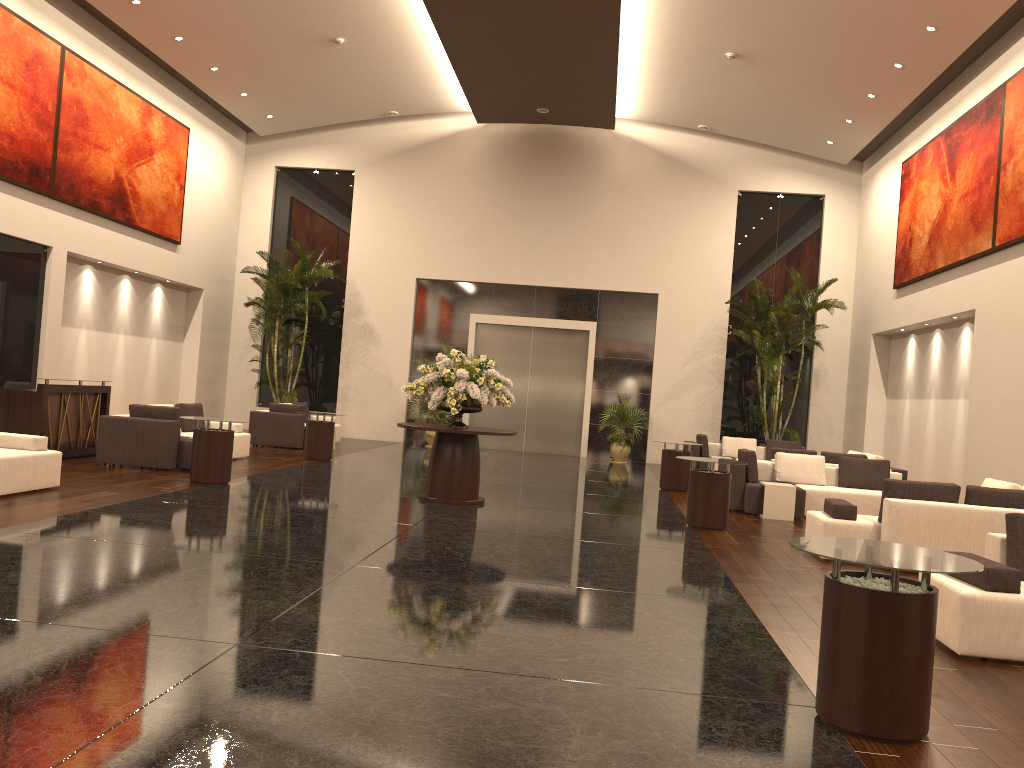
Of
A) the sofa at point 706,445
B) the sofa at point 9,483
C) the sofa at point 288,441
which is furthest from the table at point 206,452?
the sofa at point 706,445

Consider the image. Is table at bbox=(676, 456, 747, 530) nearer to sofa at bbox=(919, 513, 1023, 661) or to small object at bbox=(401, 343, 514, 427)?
small object at bbox=(401, 343, 514, 427)

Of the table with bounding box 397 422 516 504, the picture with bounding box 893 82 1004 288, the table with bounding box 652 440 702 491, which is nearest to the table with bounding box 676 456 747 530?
the table with bounding box 397 422 516 504

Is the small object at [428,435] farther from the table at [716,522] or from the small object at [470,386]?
the table at [716,522]

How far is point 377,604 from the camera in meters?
5.6

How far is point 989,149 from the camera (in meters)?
13.49

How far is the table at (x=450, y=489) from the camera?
10.84m

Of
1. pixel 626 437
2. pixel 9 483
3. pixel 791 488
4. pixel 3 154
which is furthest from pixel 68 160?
pixel 791 488

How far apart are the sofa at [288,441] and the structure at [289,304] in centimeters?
122cm

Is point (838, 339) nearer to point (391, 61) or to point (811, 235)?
point (811, 235)
